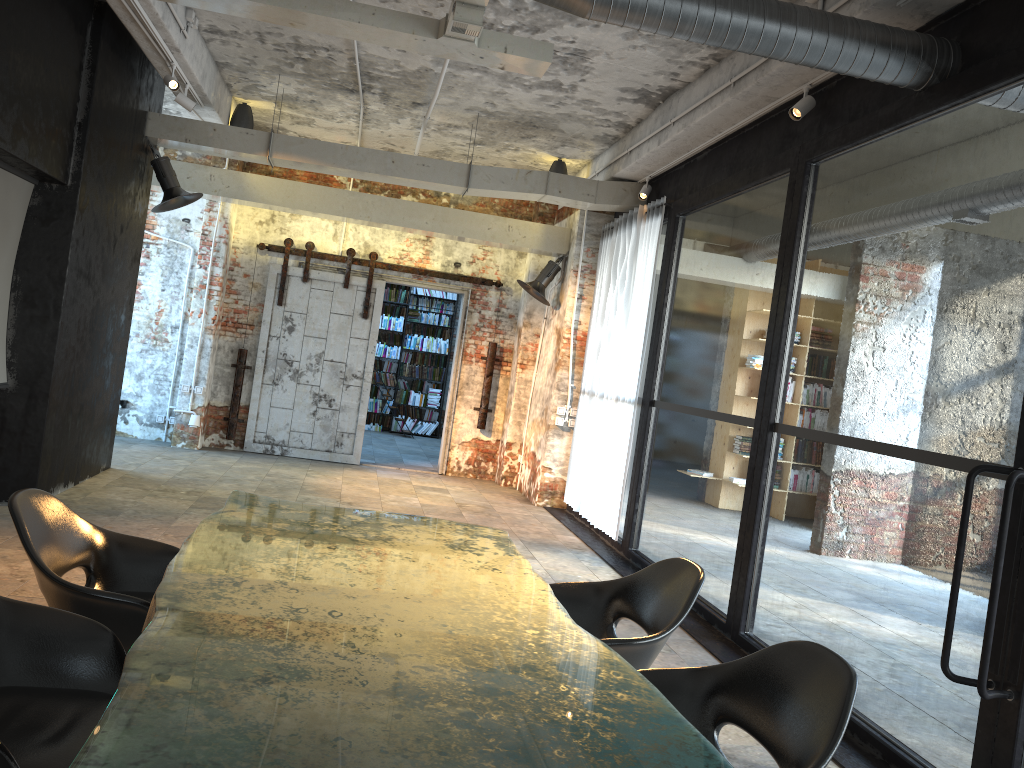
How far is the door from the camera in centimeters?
1102cm

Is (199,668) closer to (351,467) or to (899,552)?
(351,467)

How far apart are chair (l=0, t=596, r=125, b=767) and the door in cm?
860

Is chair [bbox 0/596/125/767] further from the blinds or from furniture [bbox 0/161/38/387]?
the blinds

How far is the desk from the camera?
1.6m

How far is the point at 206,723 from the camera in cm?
161

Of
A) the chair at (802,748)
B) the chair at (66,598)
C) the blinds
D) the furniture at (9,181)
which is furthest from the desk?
the blinds

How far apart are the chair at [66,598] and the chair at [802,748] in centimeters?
160cm

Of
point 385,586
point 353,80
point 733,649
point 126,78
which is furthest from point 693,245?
point 385,586

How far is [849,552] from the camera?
10.6m
